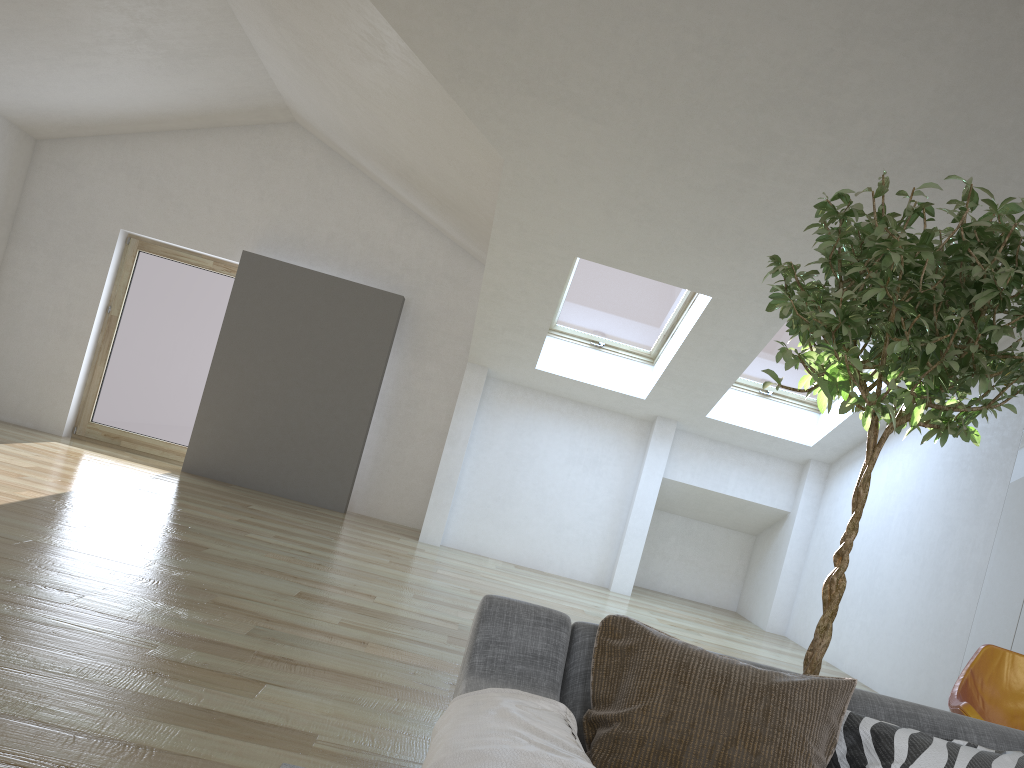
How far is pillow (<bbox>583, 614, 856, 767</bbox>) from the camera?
1.66m

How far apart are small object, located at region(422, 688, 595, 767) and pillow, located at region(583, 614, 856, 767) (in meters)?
0.08

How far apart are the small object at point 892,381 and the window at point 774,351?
4.7 meters

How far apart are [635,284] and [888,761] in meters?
5.8 m

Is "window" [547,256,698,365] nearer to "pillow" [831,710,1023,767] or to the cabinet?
the cabinet

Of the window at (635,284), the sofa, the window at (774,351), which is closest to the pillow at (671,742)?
the sofa

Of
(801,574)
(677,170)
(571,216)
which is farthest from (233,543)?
(801,574)

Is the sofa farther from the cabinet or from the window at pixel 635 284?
the window at pixel 635 284

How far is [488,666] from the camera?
1.8m

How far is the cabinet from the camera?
5.3m
